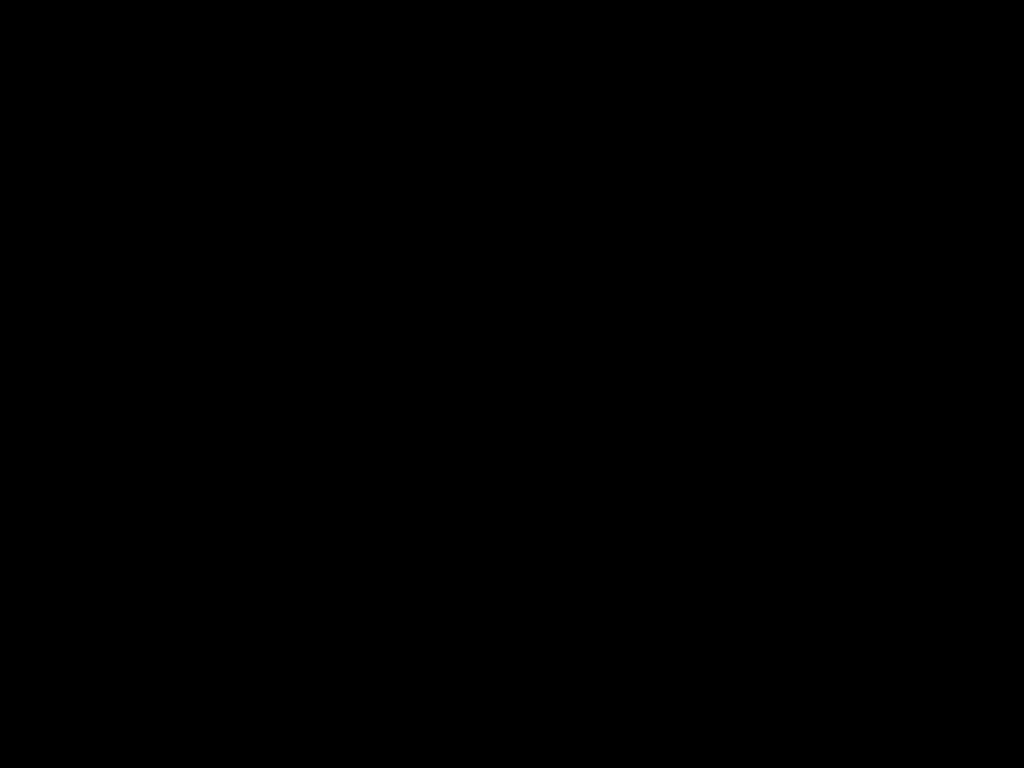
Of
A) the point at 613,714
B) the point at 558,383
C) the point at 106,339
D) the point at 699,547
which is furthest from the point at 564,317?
the point at 106,339
